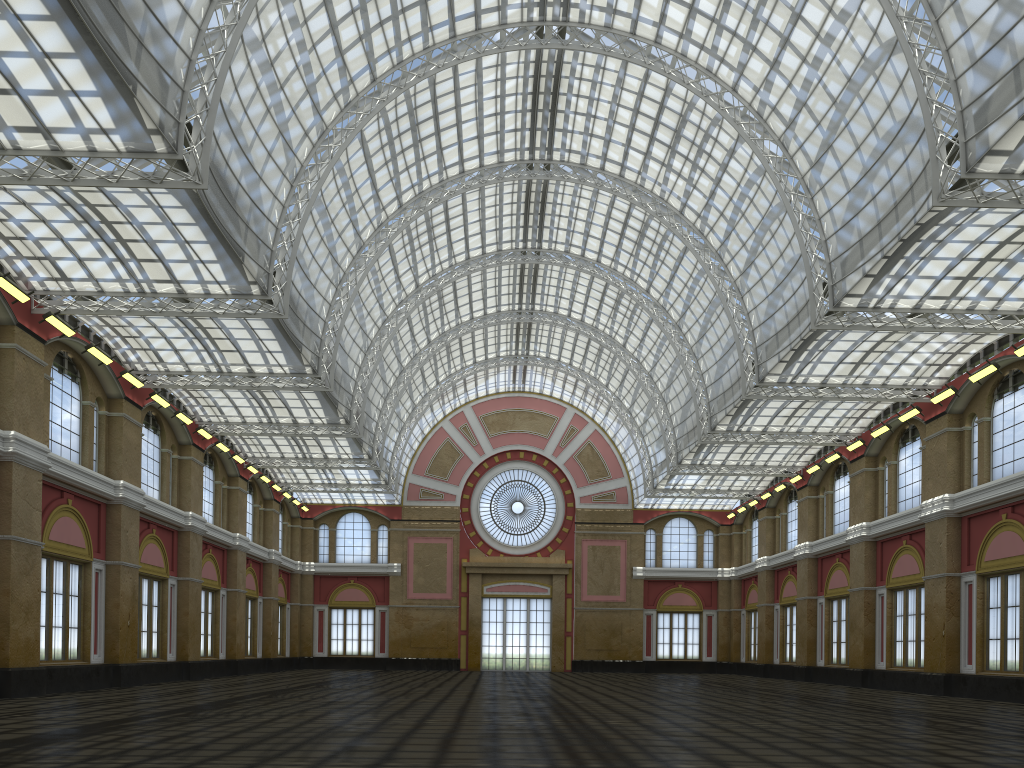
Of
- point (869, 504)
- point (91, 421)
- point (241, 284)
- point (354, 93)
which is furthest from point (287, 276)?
point (869, 504)

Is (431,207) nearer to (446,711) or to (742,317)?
(742,317)

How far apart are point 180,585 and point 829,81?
41.86m
